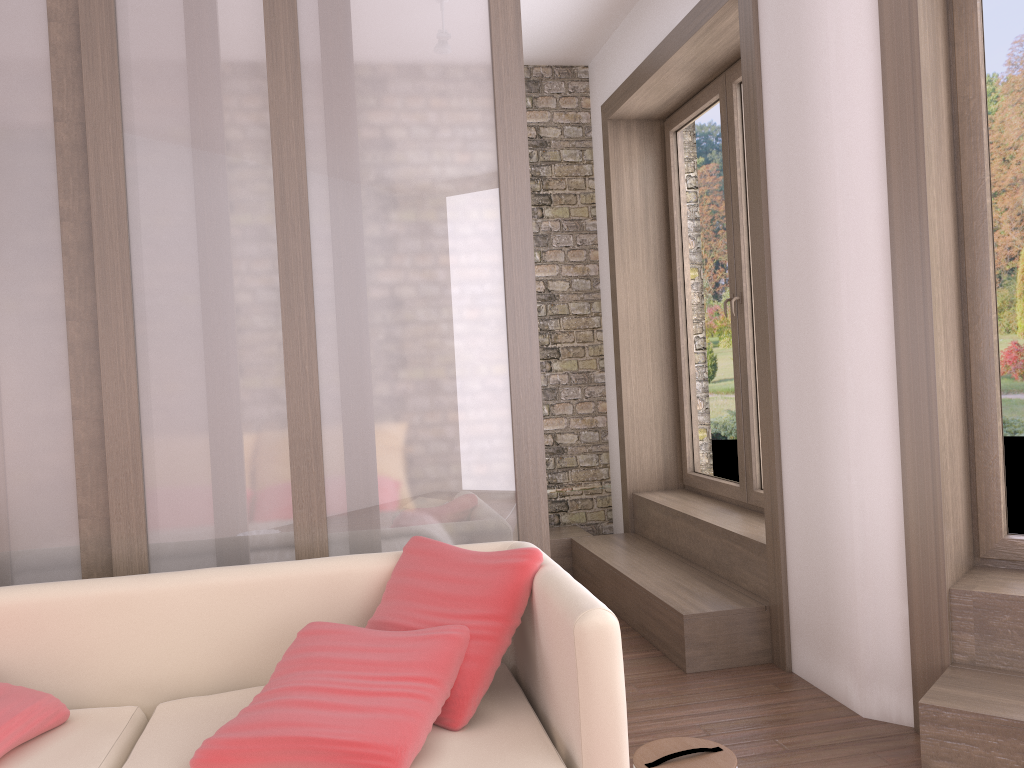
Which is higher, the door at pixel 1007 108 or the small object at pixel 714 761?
the door at pixel 1007 108

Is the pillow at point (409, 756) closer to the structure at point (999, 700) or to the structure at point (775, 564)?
the structure at point (999, 700)

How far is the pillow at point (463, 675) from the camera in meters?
2.1 m

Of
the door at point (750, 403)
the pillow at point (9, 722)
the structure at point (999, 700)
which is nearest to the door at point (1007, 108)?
the structure at point (999, 700)

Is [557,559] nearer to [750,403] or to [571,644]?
[750,403]

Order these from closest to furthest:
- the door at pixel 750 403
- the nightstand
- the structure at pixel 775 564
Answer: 1. the structure at pixel 775 564
2. the door at pixel 750 403
3. the nightstand

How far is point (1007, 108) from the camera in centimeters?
302cm

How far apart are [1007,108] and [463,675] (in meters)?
2.60

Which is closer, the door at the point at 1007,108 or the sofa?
the sofa

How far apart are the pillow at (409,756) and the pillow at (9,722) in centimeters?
47cm
